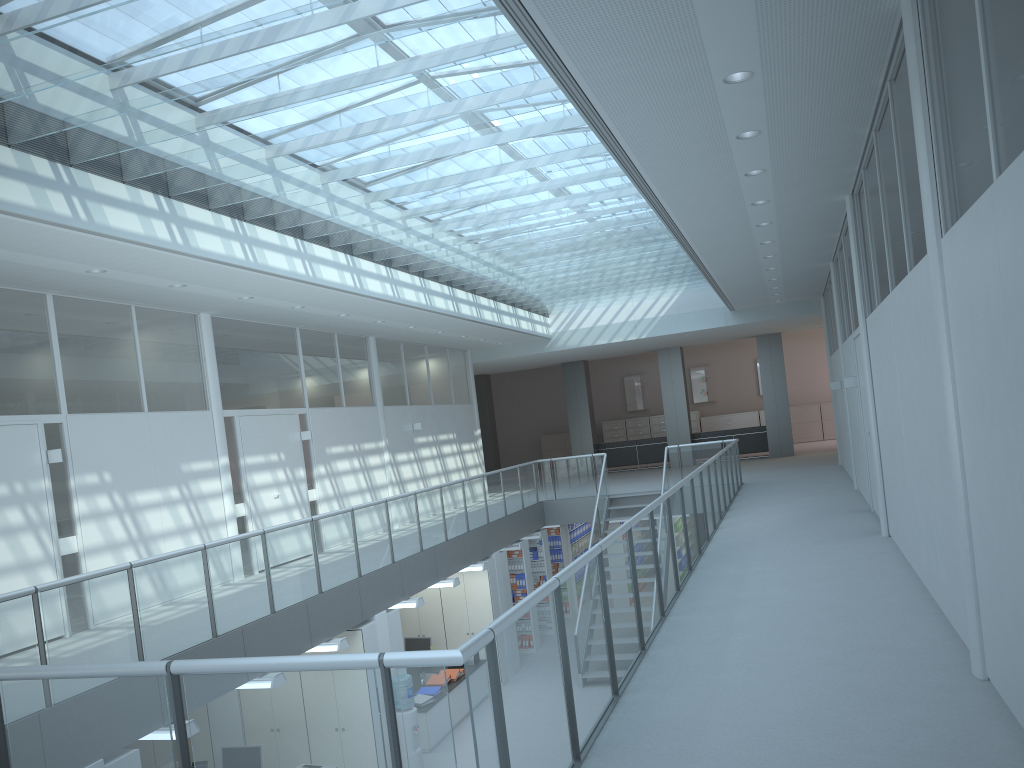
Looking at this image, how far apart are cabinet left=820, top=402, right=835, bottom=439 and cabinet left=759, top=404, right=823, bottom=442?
0.18m

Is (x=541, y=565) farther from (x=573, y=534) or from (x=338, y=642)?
(x=338, y=642)

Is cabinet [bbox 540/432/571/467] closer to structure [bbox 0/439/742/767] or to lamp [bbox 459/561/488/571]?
structure [bbox 0/439/742/767]

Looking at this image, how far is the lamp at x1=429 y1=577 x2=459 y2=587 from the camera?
11.04m

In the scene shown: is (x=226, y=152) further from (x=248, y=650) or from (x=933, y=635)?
(x=933, y=635)

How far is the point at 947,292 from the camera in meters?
3.8

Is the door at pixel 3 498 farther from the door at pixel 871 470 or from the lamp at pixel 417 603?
the door at pixel 871 470

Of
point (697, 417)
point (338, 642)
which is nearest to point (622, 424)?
point (697, 417)

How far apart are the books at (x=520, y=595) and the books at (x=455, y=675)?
3.0m

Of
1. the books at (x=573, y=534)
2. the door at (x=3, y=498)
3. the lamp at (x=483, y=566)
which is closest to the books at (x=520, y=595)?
the lamp at (x=483, y=566)
